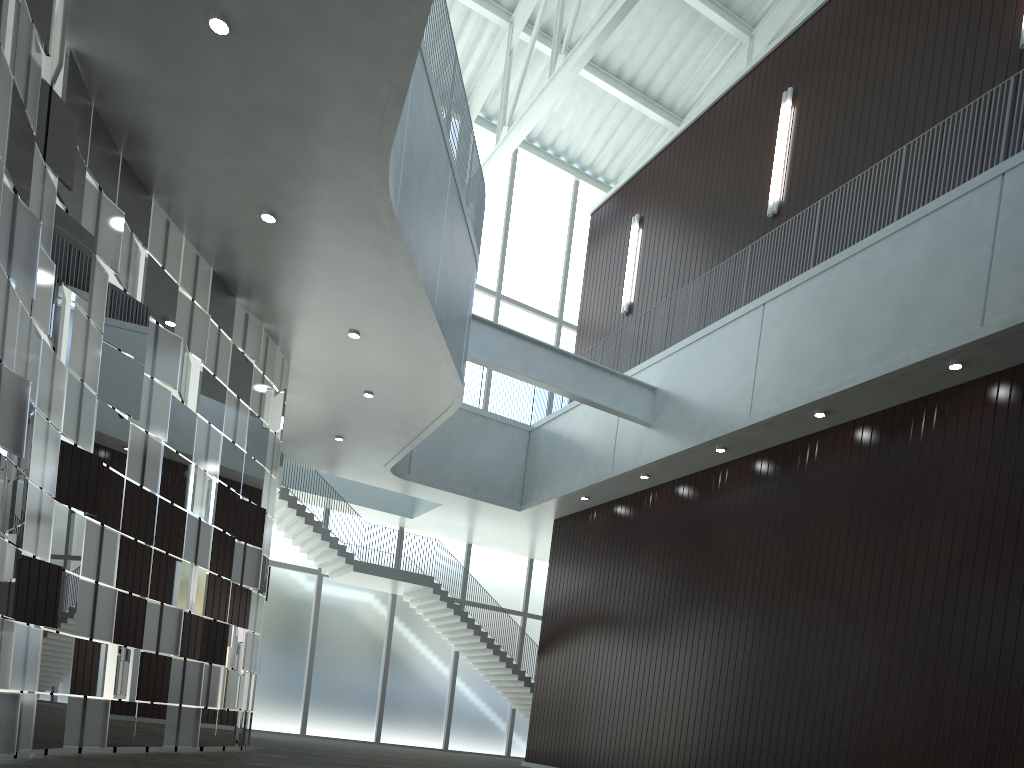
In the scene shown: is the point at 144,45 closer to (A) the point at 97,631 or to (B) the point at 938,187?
(A) the point at 97,631

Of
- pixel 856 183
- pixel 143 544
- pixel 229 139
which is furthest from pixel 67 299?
pixel 856 183
